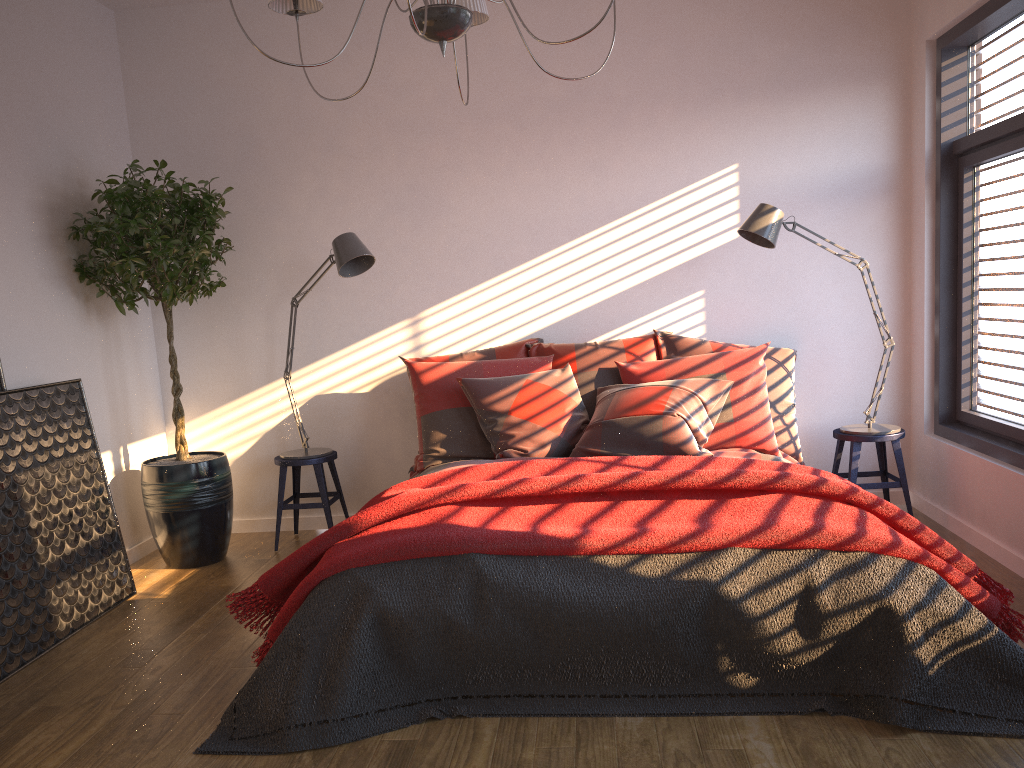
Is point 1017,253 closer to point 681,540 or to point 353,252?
point 681,540

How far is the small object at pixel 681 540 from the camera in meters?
2.7 m

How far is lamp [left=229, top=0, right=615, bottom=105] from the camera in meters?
2.3 m

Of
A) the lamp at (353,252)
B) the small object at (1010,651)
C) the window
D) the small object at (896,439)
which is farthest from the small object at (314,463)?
the window

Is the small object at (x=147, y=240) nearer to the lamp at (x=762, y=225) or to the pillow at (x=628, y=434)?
the pillow at (x=628, y=434)

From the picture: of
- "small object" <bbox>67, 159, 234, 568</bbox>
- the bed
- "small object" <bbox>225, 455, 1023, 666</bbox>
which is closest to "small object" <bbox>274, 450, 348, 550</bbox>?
"small object" <bbox>67, 159, 234, 568</bbox>

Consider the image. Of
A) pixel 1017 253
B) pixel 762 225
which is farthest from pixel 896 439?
pixel 762 225

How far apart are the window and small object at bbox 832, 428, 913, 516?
0.3m

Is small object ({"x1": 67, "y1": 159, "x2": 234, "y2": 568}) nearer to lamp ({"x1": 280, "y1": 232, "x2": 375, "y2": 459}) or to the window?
lamp ({"x1": 280, "y1": 232, "x2": 375, "y2": 459})

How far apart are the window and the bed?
0.8 meters
